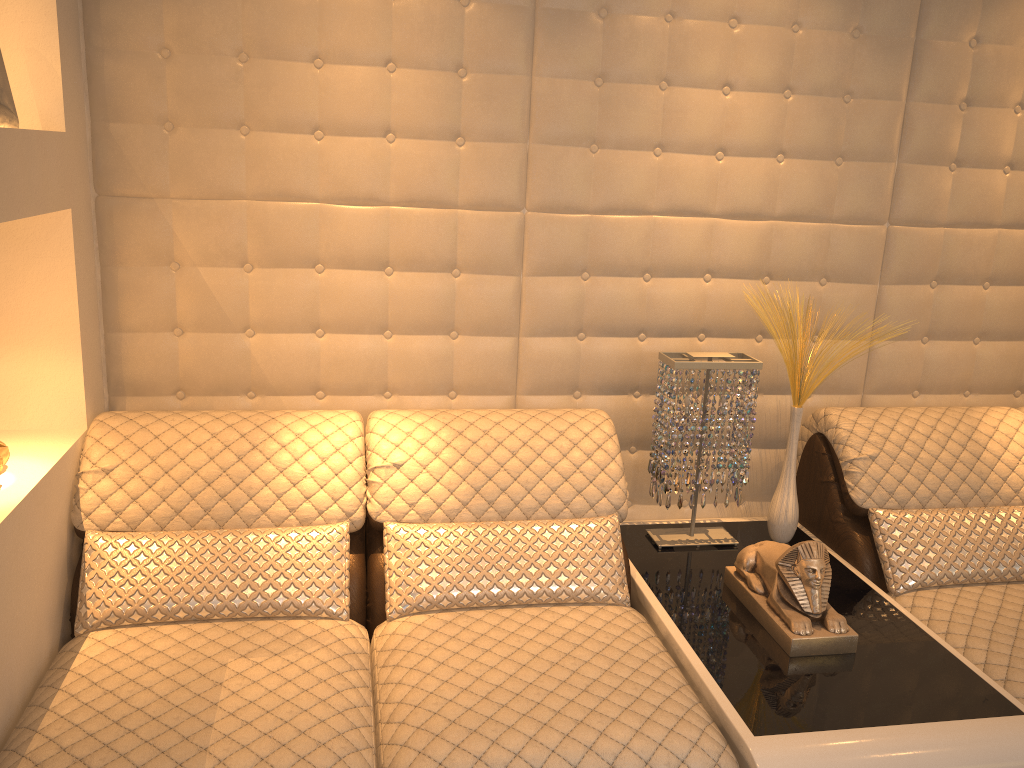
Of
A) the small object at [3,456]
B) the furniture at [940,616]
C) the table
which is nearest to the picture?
the small object at [3,456]

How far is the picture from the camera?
1.7m

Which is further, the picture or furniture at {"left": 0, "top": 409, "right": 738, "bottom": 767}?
the picture

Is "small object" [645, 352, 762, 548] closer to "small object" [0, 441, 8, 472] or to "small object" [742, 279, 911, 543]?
"small object" [742, 279, 911, 543]

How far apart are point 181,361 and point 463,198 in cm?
84

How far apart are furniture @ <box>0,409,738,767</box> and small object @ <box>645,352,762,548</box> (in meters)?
0.15

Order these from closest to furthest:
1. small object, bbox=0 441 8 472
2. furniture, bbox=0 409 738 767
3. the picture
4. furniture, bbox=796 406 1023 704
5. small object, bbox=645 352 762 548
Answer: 1. furniture, bbox=0 409 738 767
2. the picture
3. small object, bbox=0 441 8 472
4. furniture, bbox=796 406 1023 704
5. small object, bbox=645 352 762 548

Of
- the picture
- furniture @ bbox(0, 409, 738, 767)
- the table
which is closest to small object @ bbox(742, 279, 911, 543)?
the table

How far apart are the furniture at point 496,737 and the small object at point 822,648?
0.2m

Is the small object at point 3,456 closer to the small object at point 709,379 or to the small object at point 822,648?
the small object at point 709,379
